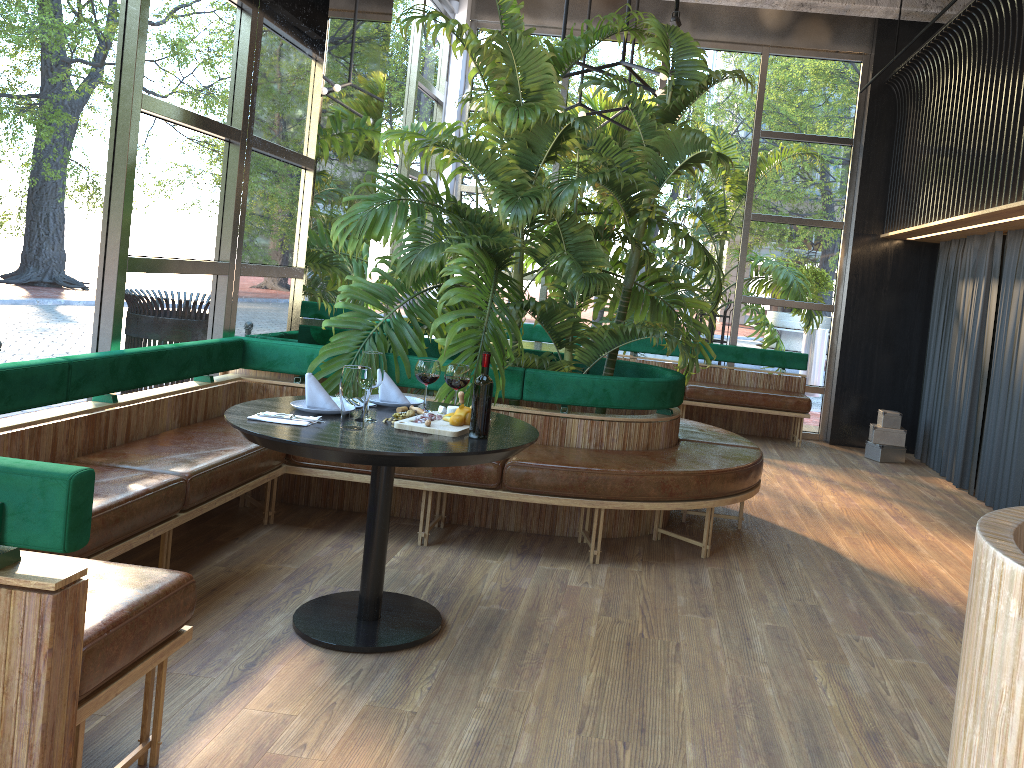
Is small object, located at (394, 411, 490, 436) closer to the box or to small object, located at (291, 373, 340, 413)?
small object, located at (291, 373, 340, 413)

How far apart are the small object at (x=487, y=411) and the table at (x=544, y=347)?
0.50m

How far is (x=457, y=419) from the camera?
3.1 meters

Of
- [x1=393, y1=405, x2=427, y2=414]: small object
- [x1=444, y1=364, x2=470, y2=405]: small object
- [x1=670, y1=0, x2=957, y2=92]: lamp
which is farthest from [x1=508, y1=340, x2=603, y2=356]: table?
[x1=393, y1=405, x2=427, y2=414]: small object

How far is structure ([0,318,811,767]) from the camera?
1.76m

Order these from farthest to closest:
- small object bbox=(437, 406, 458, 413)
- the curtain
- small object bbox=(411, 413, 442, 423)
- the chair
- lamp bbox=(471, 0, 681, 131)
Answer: the curtain
lamp bbox=(471, 0, 681, 131)
small object bbox=(437, 406, 458, 413)
small object bbox=(411, 413, 442, 423)
the chair

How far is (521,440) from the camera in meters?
3.1

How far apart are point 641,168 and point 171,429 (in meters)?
2.95

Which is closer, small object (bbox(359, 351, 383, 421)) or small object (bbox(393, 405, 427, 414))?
small object (bbox(359, 351, 383, 421))

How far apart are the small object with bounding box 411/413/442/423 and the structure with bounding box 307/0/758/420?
0.9 meters
